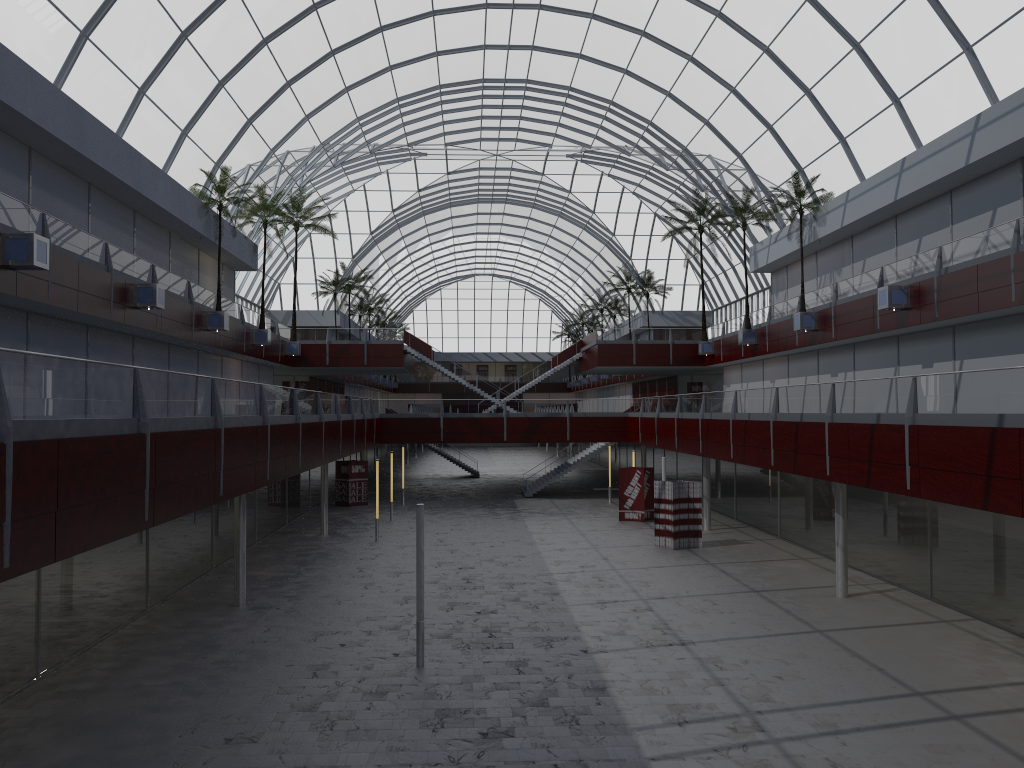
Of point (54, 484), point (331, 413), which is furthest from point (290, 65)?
point (54, 484)
